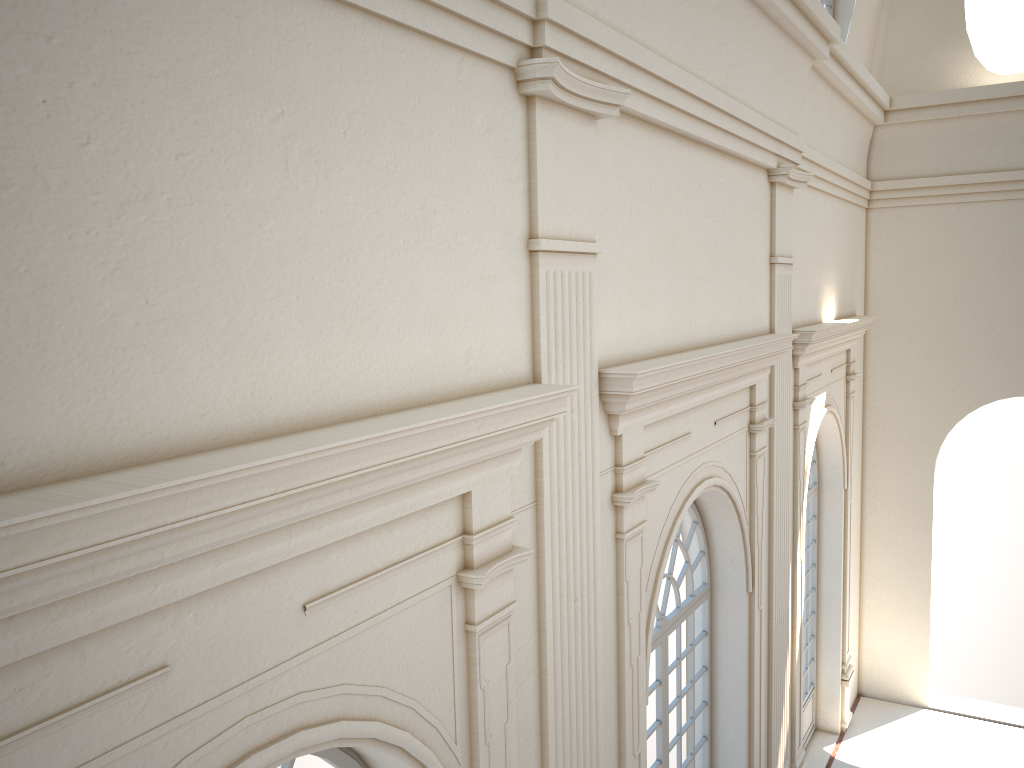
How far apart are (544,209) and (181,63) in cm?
199
